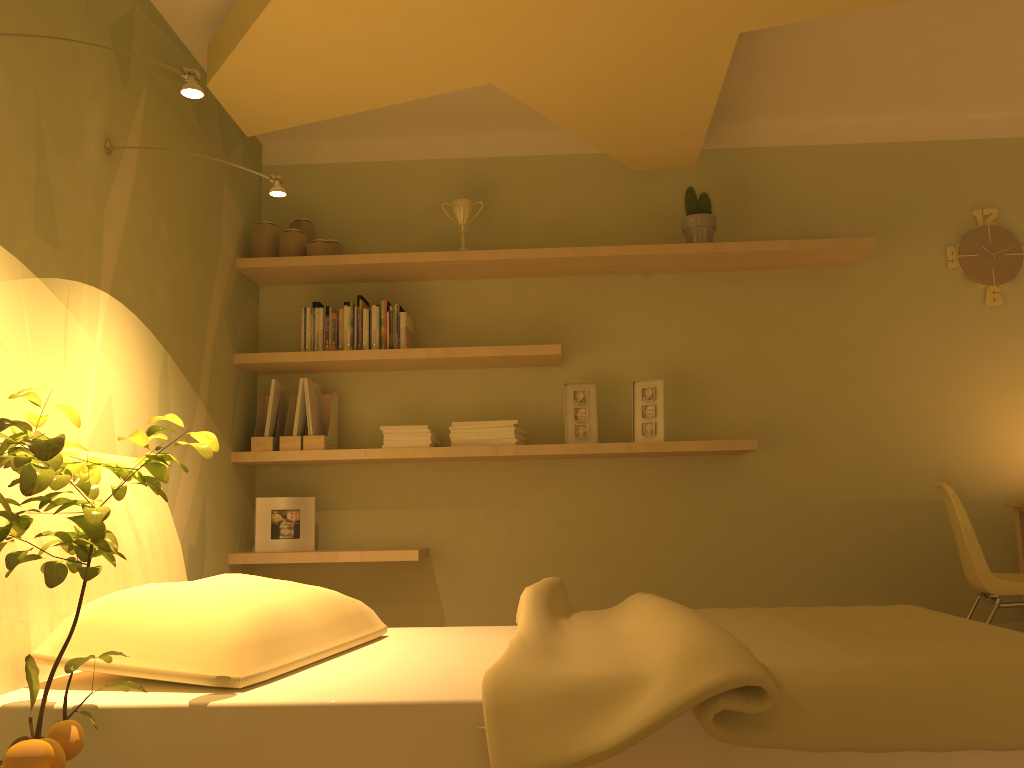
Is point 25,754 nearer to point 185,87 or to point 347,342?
point 185,87

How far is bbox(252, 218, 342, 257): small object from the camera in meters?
3.7

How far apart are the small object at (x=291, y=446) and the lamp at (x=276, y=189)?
1.3 meters

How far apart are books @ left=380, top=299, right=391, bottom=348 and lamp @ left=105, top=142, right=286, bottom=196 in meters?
1.1

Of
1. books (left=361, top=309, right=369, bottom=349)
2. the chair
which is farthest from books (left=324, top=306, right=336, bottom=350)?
Result: the chair

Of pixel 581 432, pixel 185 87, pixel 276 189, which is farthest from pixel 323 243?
pixel 185 87

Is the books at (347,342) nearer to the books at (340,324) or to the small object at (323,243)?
the books at (340,324)

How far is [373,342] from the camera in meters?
3.7

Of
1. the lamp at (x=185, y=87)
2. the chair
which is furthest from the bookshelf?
the lamp at (x=185, y=87)

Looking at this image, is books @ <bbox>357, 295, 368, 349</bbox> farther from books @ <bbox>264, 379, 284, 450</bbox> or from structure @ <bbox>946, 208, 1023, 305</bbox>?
structure @ <bbox>946, 208, 1023, 305</bbox>
